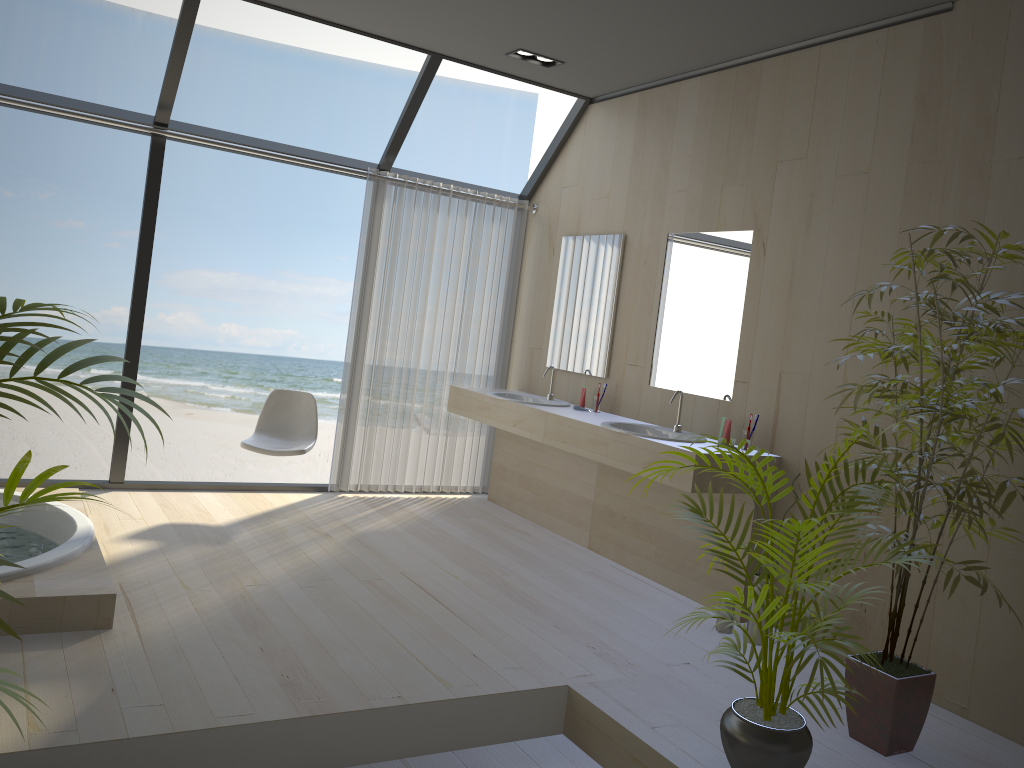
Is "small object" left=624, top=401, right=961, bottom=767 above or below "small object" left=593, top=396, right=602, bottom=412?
below

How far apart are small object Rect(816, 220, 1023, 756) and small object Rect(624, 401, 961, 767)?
0.2 meters

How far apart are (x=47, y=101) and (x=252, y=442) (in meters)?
2.11

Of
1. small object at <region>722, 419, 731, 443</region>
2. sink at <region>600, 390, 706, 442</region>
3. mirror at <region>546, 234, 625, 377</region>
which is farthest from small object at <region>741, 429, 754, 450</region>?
mirror at <region>546, 234, 625, 377</region>

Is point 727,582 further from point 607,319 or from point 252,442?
point 252,442

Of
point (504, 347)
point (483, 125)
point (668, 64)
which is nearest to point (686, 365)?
point (668, 64)

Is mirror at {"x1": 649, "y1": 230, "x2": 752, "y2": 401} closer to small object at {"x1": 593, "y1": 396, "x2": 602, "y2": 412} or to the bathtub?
small object at {"x1": 593, "y1": 396, "x2": 602, "y2": 412}

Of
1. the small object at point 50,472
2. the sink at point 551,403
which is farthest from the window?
the small object at point 50,472

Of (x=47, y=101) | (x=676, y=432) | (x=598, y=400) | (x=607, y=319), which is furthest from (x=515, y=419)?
(x=47, y=101)

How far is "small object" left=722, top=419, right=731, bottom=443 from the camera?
4.2 meters
